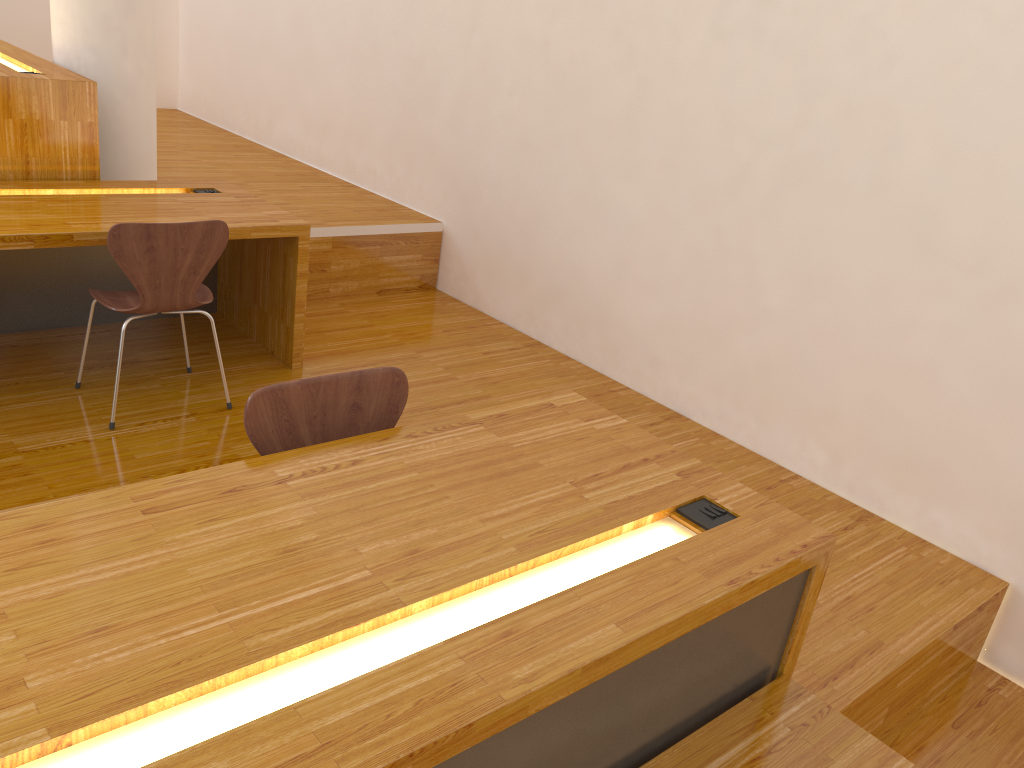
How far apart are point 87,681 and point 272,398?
0.8 meters

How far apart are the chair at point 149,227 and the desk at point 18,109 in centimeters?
79cm

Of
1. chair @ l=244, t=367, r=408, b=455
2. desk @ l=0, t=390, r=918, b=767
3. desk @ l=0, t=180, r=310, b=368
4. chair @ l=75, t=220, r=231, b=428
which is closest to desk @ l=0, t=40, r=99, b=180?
desk @ l=0, t=180, r=310, b=368

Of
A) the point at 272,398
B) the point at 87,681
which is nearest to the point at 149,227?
the point at 272,398

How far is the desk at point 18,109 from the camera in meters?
3.3 m

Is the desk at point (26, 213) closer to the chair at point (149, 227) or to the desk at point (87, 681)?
the chair at point (149, 227)

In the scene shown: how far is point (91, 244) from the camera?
2.9 meters

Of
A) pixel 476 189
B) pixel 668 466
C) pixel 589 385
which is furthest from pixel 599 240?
pixel 668 466

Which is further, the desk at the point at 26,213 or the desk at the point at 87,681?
the desk at the point at 26,213

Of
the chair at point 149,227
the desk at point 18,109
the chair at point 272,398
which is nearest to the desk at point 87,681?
the chair at point 272,398
